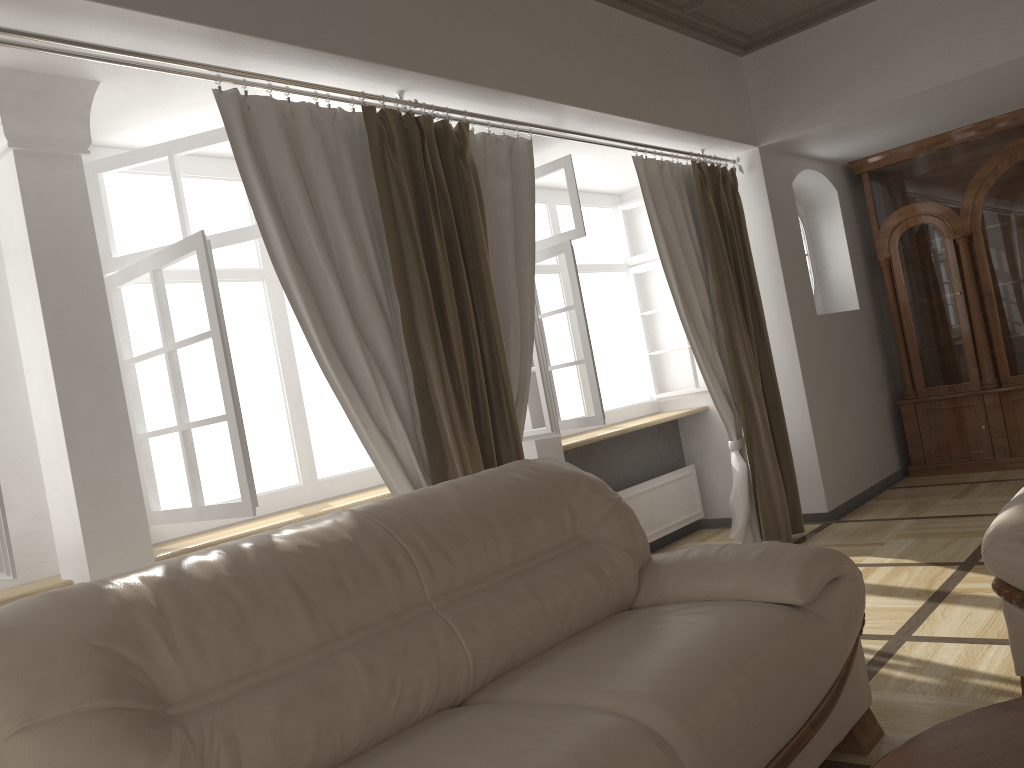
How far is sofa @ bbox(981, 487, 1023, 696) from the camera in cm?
239

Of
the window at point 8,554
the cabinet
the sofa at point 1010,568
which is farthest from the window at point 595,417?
the window at point 8,554

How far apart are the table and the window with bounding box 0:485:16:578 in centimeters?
202cm

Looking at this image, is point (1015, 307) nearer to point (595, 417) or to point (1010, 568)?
point (595, 417)

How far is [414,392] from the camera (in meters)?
3.27

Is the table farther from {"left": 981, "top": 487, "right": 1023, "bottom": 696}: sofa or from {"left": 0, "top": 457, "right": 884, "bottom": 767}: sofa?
{"left": 981, "top": 487, "right": 1023, "bottom": 696}: sofa

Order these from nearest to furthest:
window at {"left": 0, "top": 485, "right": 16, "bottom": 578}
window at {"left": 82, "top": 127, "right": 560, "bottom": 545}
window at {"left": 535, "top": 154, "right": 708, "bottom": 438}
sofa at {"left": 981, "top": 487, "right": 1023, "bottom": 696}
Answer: window at {"left": 0, "top": 485, "right": 16, "bottom": 578} < sofa at {"left": 981, "top": 487, "right": 1023, "bottom": 696} < window at {"left": 82, "top": 127, "right": 560, "bottom": 545} < window at {"left": 535, "top": 154, "right": 708, "bottom": 438}

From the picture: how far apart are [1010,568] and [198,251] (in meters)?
2.55

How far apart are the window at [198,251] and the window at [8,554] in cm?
70

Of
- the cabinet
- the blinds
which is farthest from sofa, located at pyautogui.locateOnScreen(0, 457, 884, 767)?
the cabinet
